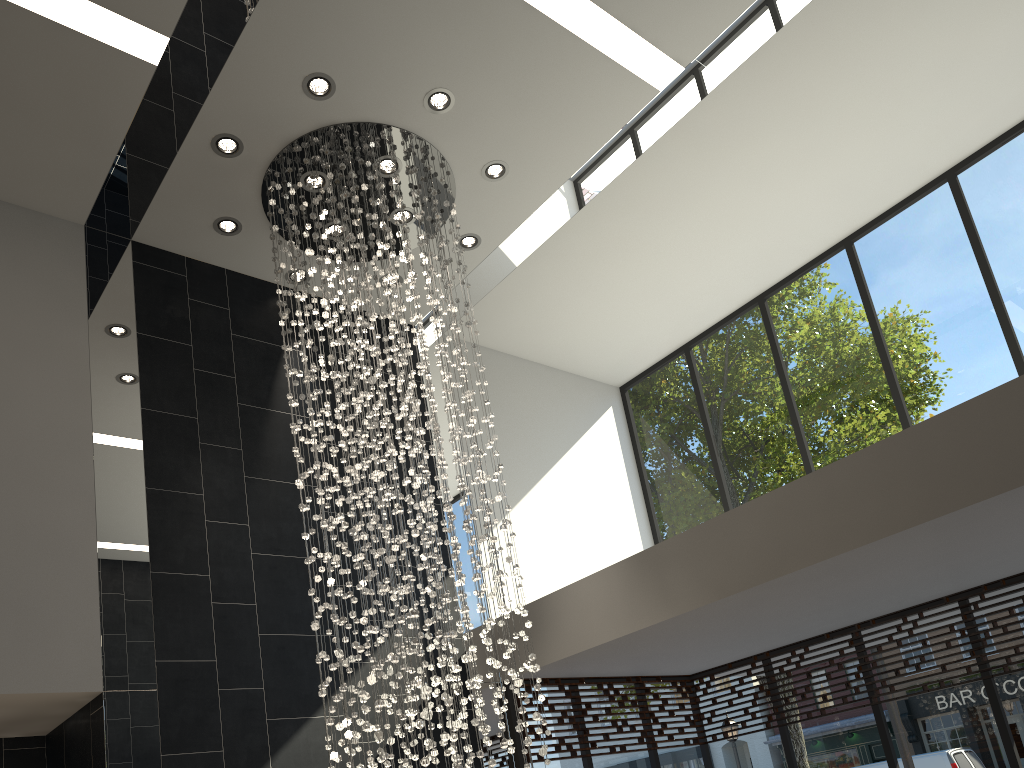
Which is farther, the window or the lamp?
the window

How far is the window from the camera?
6.21m

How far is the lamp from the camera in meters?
4.9 m

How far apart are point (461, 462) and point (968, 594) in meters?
4.0

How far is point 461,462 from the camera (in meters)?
4.87

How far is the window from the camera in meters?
6.2

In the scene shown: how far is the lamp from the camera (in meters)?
4.87

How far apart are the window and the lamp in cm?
119

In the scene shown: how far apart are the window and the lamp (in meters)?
1.19

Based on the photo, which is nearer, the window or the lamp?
the lamp
